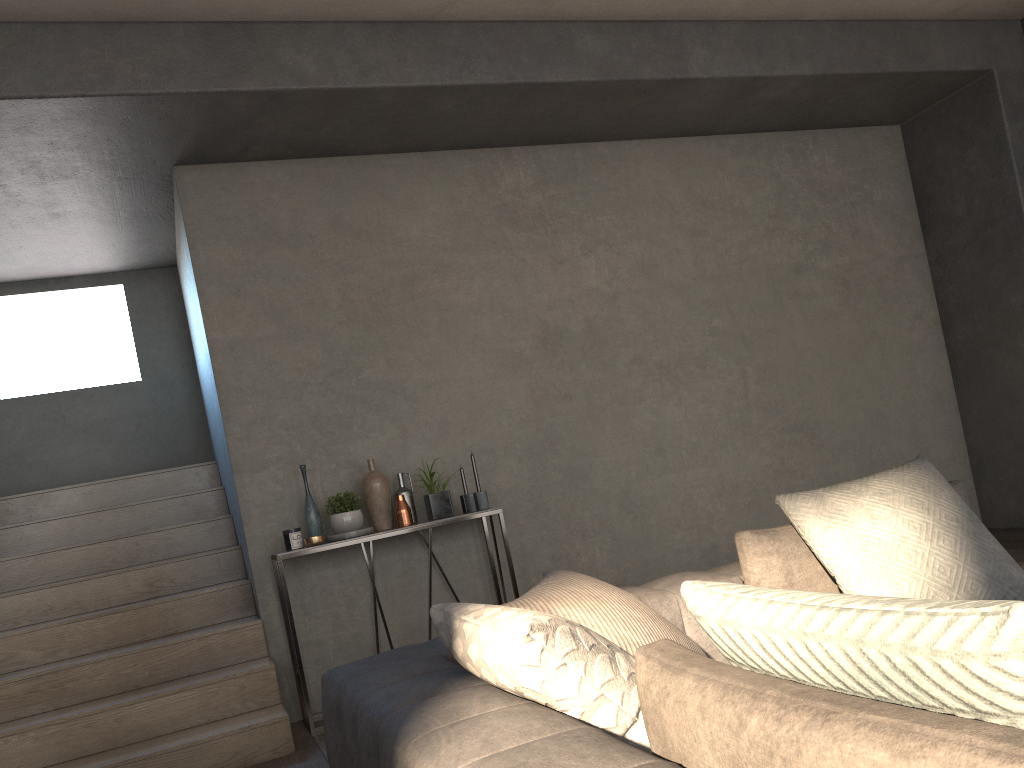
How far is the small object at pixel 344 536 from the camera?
4.1 meters

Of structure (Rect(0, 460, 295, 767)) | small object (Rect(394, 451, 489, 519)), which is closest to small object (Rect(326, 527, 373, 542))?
small object (Rect(394, 451, 489, 519))

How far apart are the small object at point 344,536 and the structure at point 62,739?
0.5m

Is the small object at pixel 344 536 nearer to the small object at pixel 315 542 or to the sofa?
the small object at pixel 315 542

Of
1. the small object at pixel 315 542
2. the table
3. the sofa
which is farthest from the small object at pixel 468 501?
the sofa

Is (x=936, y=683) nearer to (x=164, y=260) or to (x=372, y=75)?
(x=372, y=75)

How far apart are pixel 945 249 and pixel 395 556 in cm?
411

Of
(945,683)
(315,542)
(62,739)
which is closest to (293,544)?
(315,542)

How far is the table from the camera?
3.88m

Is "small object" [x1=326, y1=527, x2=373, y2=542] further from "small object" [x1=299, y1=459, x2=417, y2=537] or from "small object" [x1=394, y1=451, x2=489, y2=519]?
"small object" [x1=394, y1=451, x2=489, y2=519]
